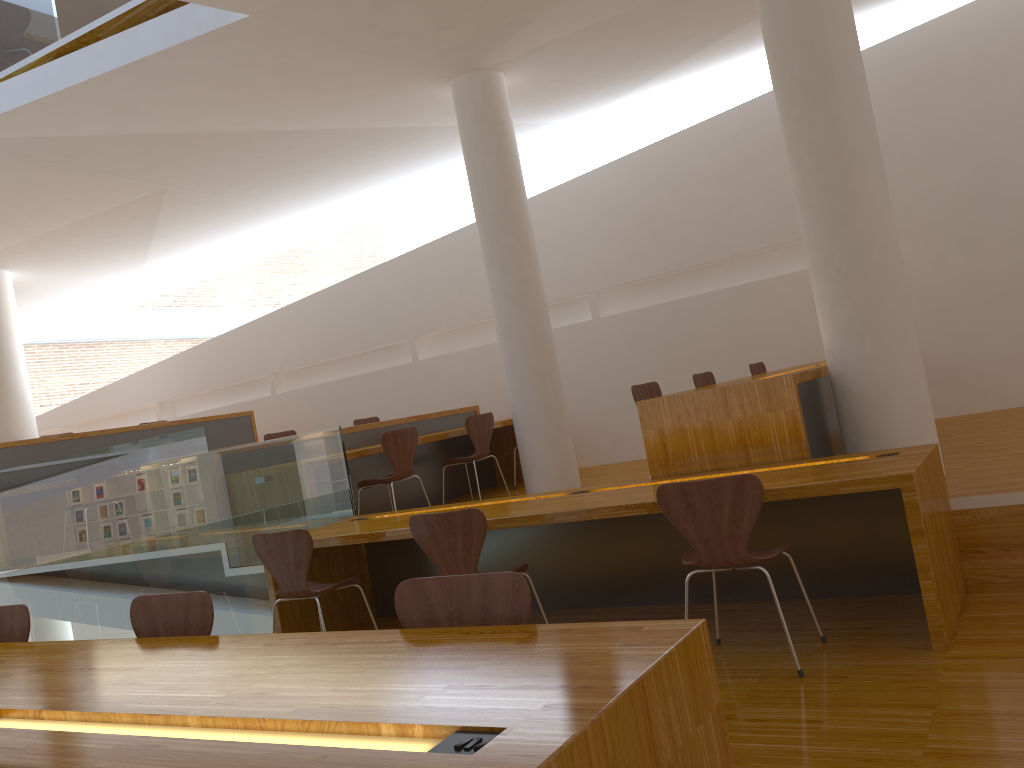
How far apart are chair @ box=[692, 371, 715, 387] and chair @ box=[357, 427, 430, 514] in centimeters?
191cm

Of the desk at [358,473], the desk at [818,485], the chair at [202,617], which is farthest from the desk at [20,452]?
the chair at [202,617]

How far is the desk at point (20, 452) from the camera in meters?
7.6

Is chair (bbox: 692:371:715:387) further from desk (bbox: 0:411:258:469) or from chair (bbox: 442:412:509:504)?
desk (bbox: 0:411:258:469)

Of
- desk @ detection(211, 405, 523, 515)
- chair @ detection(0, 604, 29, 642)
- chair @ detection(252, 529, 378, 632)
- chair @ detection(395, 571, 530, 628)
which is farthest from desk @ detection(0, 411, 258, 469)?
chair @ detection(395, 571, 530, 628)

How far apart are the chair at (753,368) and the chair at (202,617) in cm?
490

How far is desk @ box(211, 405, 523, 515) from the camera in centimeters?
691cm

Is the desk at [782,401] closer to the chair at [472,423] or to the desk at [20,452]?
the chair at [472,423]

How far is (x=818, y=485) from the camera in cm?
313

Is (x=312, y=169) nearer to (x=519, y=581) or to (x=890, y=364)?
(x=890, y=364)
